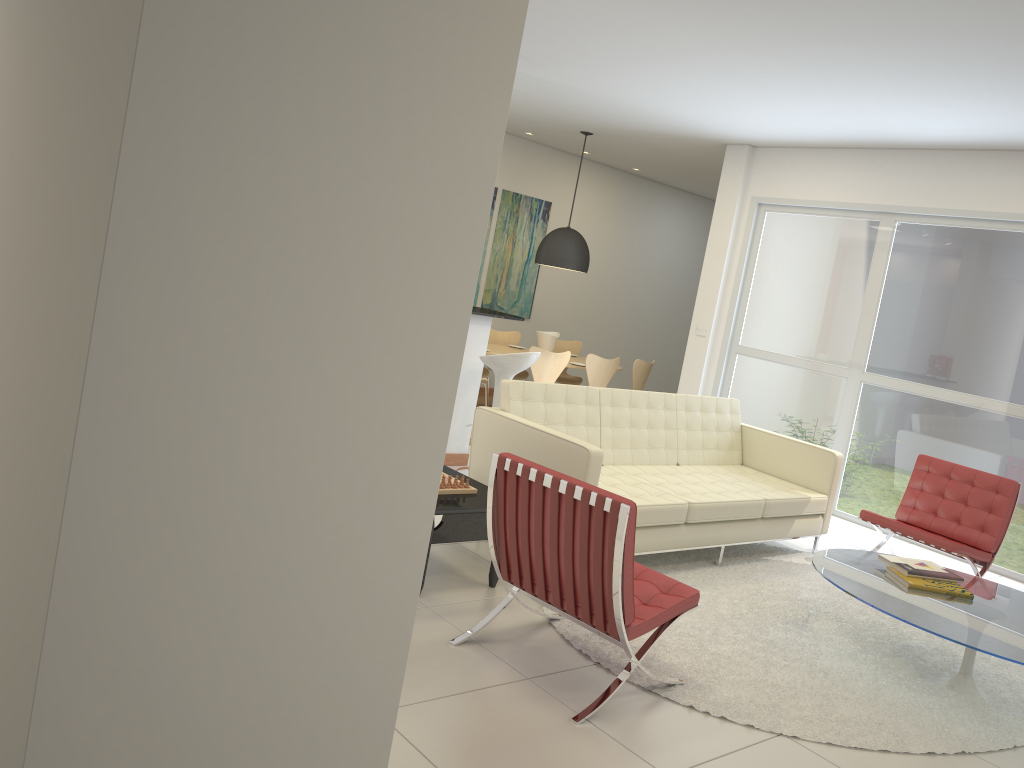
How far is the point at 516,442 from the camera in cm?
495

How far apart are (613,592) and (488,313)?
3.76m

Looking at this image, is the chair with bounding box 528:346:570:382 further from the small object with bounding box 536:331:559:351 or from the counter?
the counter

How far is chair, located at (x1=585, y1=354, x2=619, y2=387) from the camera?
9.0m

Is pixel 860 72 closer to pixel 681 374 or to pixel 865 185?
pixel 865 185

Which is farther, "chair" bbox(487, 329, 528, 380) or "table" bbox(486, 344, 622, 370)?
"chair" bbox(487, 329, 528, 380)

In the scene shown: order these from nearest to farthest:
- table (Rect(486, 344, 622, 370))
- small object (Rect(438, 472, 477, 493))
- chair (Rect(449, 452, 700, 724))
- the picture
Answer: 1. chair (Rect(449, 452, 700, 724))
2. small object (Rect(438, 472, 477, 493))
3. table (Rect(486, 344, 622, 370))
4. the picture

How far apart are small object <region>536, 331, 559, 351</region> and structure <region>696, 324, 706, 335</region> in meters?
1.6

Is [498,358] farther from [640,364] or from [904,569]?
[640,364]

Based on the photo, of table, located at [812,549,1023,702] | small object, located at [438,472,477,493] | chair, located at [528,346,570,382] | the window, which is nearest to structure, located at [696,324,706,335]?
the window
